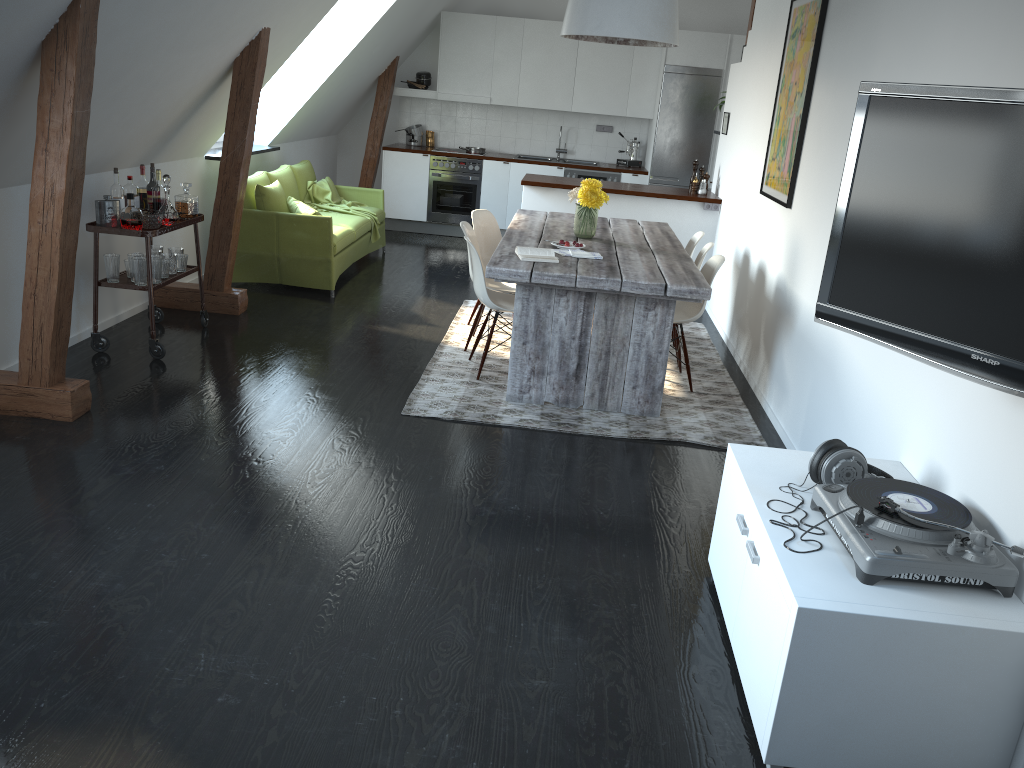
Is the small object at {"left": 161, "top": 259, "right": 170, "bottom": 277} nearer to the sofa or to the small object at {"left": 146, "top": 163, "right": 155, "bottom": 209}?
the small object at {"left": 146, "top": 163, "right": 155, "bottom": 209}

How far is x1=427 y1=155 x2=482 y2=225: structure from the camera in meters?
9.7 m

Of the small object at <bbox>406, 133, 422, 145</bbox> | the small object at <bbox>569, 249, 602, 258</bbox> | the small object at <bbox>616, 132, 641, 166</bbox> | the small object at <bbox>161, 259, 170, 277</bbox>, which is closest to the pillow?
the small object at <bbox>161, 259, 170, 277</bbox>

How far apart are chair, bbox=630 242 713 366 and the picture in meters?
0.5

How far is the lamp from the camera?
4.84m

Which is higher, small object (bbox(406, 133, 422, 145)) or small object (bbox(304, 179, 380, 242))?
small object (bbox(406, 133, 422, 145))

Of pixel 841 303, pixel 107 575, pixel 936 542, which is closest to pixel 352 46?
pixel 107 575

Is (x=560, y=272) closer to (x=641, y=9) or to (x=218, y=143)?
(x=641, y=9)

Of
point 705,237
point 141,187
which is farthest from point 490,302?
point 705,237

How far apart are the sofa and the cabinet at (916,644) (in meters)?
4.37
